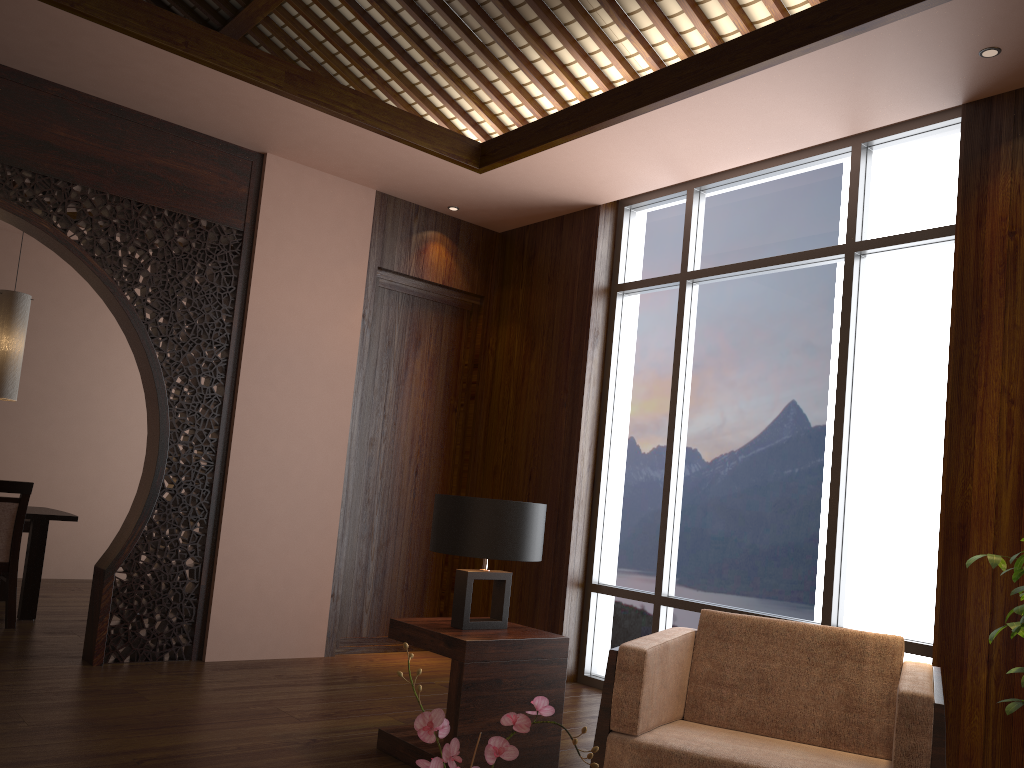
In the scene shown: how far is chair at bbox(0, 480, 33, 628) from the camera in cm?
511

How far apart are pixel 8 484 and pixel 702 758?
4.4m

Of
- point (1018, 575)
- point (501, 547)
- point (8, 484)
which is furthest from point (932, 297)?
point (8, 484)

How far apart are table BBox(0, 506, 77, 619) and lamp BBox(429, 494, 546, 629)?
3.3 meters

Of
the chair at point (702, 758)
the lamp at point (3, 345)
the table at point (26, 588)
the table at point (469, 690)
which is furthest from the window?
the lamp at point (3, 345)

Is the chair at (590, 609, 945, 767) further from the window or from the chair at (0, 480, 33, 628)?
the chair at (0, 480, 33, 628)

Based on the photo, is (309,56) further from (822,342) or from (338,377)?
(822,342)

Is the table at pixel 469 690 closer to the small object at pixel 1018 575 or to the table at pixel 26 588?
the small object at pixel 1018 575

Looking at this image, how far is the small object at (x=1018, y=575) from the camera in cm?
248

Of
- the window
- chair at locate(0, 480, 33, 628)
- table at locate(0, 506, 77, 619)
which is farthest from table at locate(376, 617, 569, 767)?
table at locate(0, 506, 77, 619)
